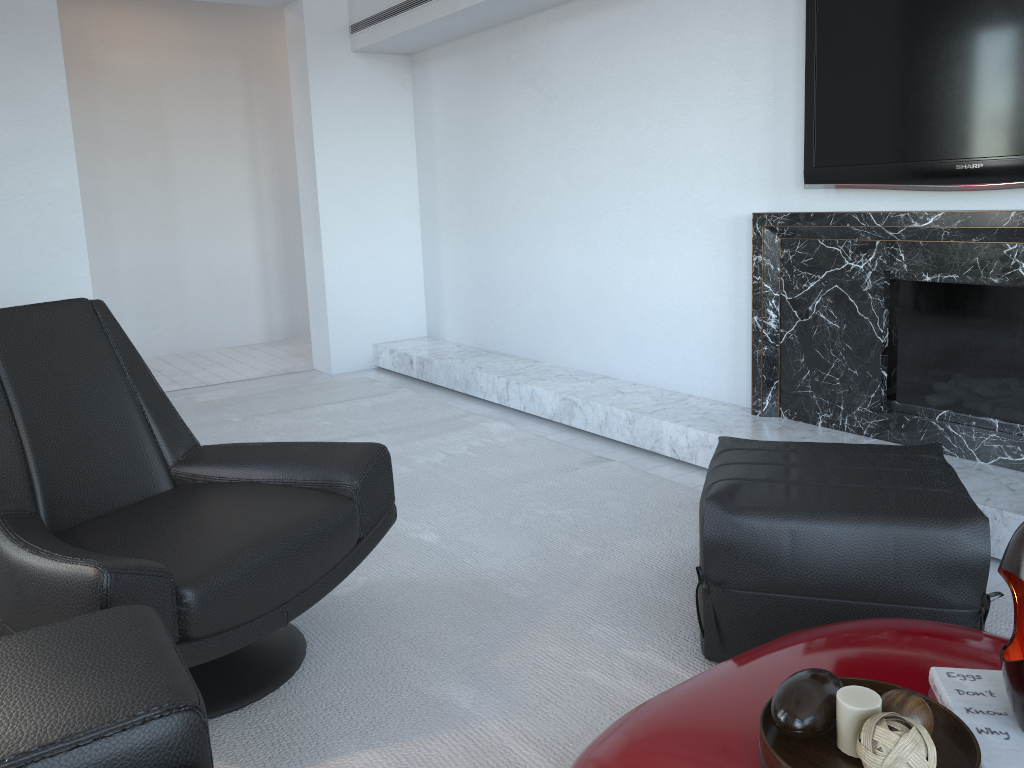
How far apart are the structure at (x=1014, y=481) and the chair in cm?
143

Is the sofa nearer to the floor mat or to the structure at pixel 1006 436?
the floor mat

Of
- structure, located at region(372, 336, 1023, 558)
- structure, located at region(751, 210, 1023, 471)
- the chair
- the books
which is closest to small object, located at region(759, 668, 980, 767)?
the books

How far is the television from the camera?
2.4m

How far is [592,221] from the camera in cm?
414

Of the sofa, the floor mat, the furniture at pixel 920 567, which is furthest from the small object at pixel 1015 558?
the sofa

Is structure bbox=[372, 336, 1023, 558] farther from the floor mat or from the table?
the table

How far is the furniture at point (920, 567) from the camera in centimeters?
175cm

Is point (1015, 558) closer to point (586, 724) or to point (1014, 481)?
point (586, 724)

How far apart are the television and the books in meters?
1.7 m
